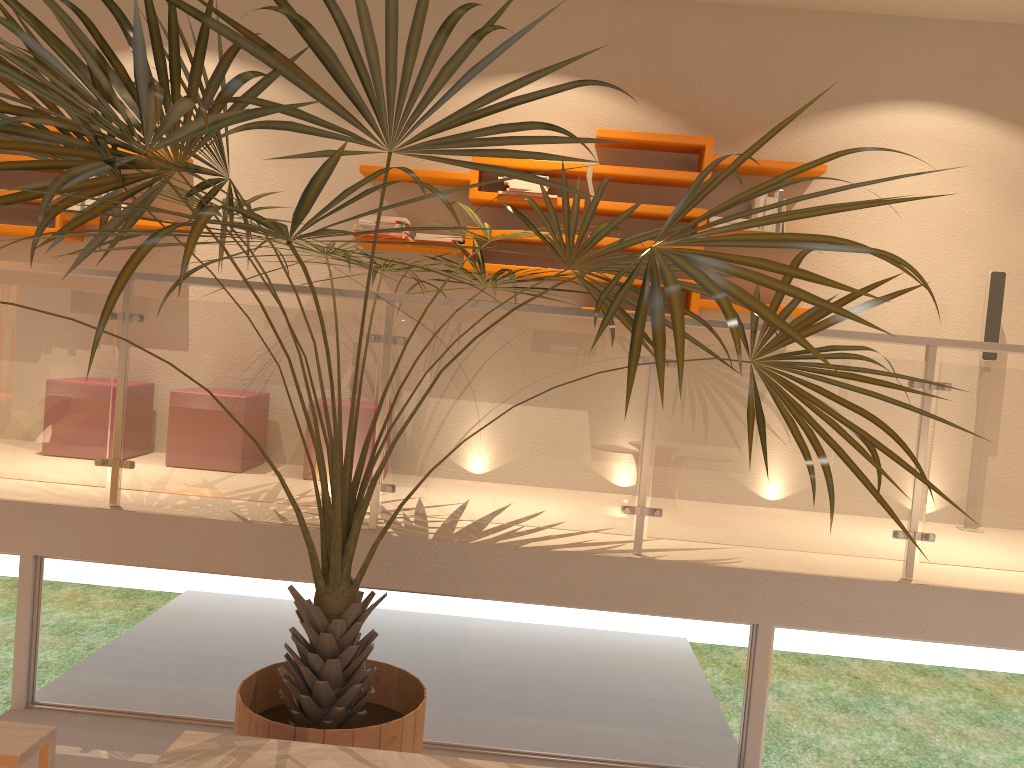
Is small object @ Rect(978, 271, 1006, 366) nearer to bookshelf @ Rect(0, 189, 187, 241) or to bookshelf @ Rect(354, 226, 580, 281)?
bookshelf @ Rect(354, 226, 580, 281)

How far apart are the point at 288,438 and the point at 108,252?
1.09m

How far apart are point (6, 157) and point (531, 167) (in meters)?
2.70

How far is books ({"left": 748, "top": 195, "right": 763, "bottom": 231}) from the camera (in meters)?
4.40

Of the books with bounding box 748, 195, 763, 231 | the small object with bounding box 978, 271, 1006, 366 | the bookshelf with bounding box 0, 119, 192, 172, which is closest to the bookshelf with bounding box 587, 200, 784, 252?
the books with bounding box 748, 195, 763, 231

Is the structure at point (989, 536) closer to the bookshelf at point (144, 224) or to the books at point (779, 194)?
the bookshelf at point (144, 224)

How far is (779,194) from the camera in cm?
439

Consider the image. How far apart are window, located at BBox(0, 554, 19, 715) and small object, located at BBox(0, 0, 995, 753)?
1.24m

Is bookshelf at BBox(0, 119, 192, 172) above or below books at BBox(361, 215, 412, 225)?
above

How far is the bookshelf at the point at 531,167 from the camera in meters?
4.5
